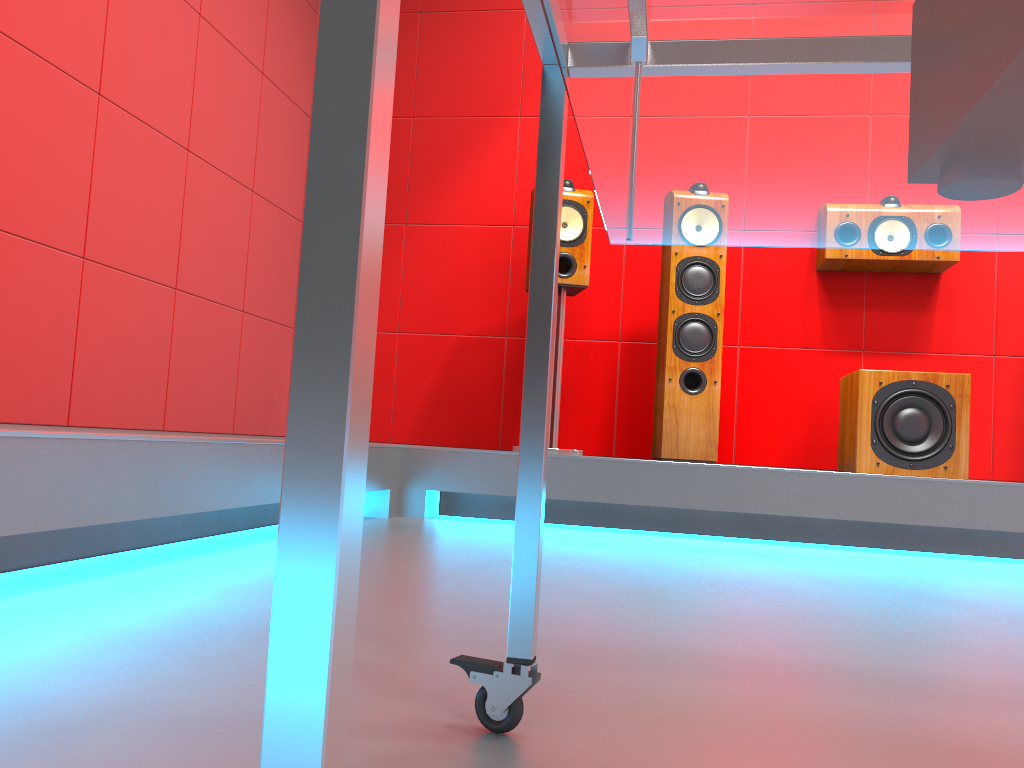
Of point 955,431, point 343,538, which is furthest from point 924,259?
point 343,538

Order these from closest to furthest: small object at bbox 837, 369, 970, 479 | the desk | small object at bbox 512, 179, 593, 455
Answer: the desk < small object at bbox 837, 369, 970, 479 < small object at bbox 512, 179, 593, 455

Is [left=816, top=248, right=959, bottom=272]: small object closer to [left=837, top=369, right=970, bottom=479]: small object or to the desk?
[left=837, top=369, right=970, bottom=479]: small object

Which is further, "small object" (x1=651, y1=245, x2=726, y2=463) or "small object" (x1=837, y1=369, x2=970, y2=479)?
"small object" (x1=651, y1=245, x2=726, y2=463)

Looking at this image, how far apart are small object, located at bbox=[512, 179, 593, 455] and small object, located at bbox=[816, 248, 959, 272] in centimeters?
95cm

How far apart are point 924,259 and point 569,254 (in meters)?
1.38

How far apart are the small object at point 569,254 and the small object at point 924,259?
0.95m

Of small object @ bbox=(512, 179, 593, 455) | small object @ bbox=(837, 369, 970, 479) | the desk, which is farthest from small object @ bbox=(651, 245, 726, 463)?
the desk

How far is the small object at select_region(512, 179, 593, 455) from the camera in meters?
3.3 m

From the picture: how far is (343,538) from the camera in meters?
0.3
